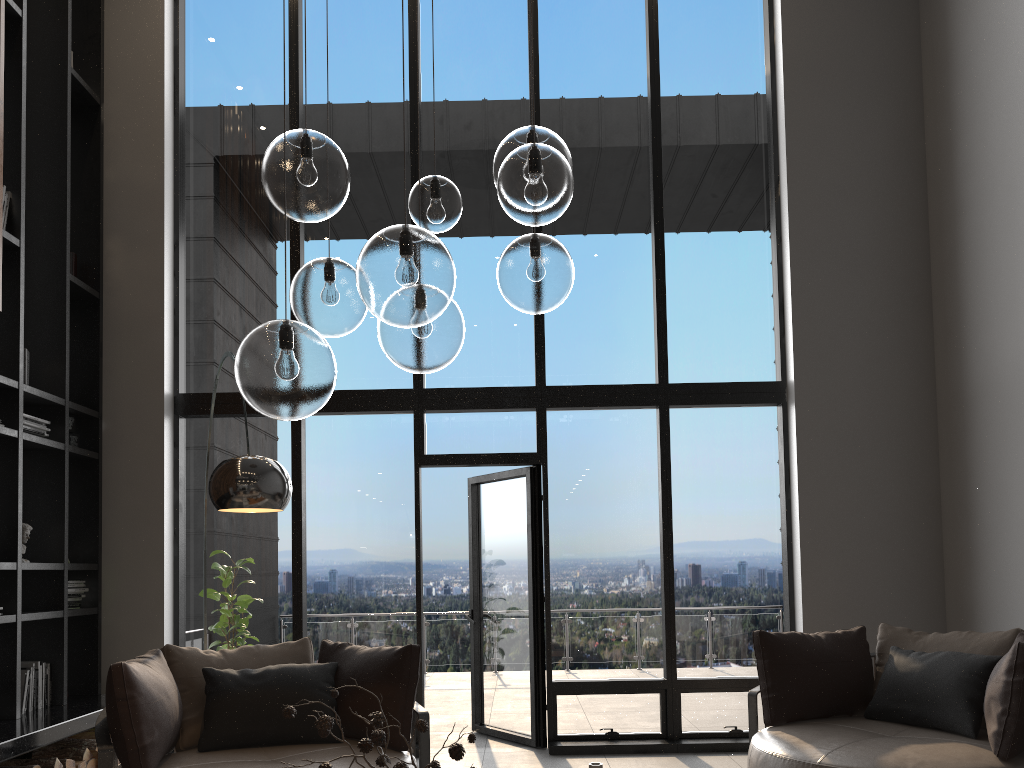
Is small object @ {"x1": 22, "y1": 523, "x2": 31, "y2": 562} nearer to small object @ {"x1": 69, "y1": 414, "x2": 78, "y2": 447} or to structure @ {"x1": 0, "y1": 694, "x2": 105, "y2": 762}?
small object @ {"x1": 69, "y1": 414, "x2": 78, "y2": 447}

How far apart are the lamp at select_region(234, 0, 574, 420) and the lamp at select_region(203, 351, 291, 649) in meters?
0.9

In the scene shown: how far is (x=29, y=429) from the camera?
5.19m

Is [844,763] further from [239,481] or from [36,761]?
[36,761]

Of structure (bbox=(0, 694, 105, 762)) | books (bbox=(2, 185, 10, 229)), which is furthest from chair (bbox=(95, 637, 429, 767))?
books (bbox=(2, 185, 10, 229))

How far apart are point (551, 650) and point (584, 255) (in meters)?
2.79

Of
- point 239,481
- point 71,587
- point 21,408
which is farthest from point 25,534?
point 239,481

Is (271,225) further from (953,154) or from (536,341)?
(953,154)

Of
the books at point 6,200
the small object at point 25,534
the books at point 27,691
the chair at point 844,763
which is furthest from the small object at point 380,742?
the books at point 6,200

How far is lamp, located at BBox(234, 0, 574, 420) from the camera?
2.0m
